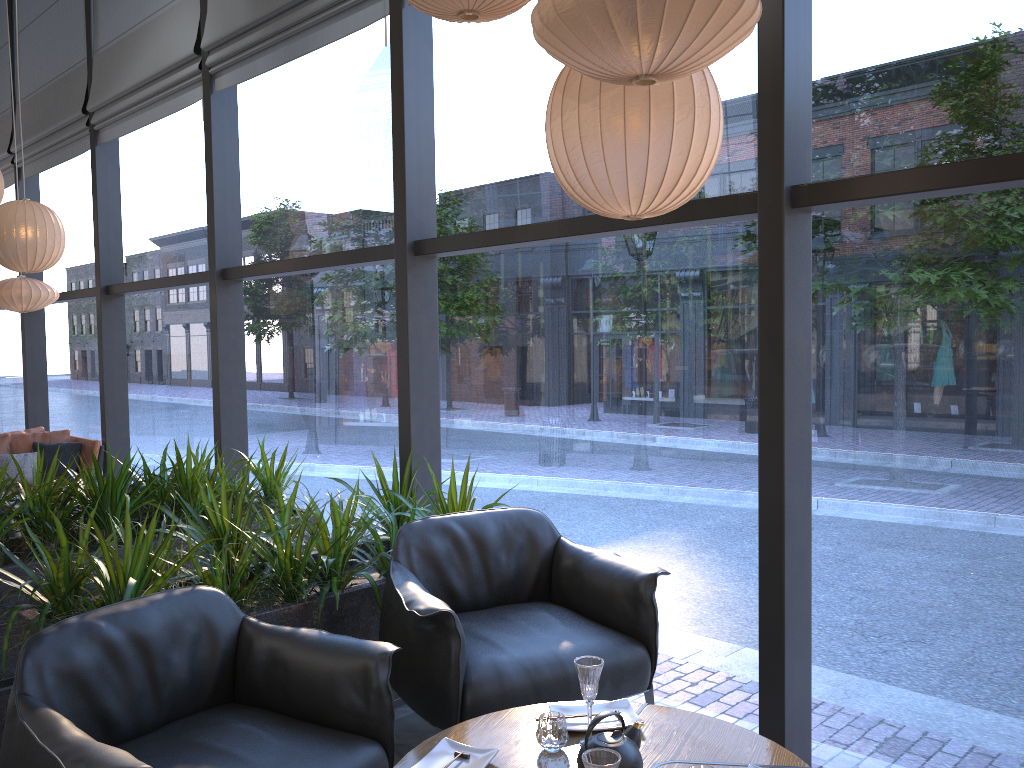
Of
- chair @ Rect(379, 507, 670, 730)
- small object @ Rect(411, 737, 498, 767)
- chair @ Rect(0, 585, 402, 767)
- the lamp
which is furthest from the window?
small object @ Rect(411, 737, 498, 767)

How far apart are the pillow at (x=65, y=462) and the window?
3.5 meters

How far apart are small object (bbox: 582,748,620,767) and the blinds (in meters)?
3.89

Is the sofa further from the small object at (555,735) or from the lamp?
the small object at (555,735)

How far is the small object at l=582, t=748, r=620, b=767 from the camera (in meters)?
1.85

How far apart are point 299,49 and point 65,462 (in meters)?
4.23

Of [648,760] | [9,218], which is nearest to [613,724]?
[648,760]

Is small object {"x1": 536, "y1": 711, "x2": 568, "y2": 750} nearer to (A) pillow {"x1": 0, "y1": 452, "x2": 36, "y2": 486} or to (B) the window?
(B) the window

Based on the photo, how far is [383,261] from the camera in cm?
478

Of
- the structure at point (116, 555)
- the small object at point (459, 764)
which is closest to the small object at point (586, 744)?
the small object at point (459, 764)
